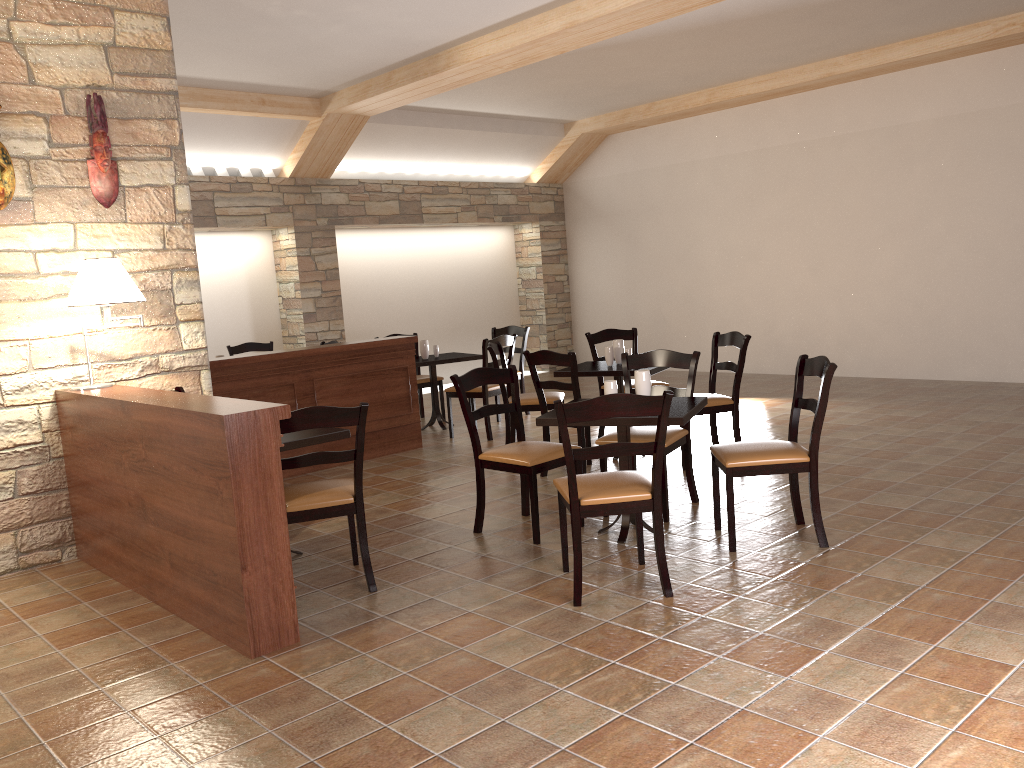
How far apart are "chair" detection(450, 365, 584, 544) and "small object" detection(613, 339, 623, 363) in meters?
1.6 m

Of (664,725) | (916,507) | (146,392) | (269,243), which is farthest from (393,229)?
(664,725)

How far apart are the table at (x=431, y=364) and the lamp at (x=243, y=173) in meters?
3.0

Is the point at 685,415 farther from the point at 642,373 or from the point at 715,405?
the point at 715,405

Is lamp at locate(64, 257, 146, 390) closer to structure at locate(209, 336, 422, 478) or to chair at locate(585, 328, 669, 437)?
structure at locate(209, 336, 422, 478)

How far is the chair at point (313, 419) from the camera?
3.7 meters

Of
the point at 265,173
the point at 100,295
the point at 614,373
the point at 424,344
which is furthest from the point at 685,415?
the point at 265,173

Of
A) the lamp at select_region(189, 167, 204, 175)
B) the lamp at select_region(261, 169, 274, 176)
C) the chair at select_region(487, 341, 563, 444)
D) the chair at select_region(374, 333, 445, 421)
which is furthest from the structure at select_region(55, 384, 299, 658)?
the lamp at select_region(261, 169, 274, 176)

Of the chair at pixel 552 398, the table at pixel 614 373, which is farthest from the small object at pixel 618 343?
the chair at pixel 552 398

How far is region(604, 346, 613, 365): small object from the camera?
6.2 meters
